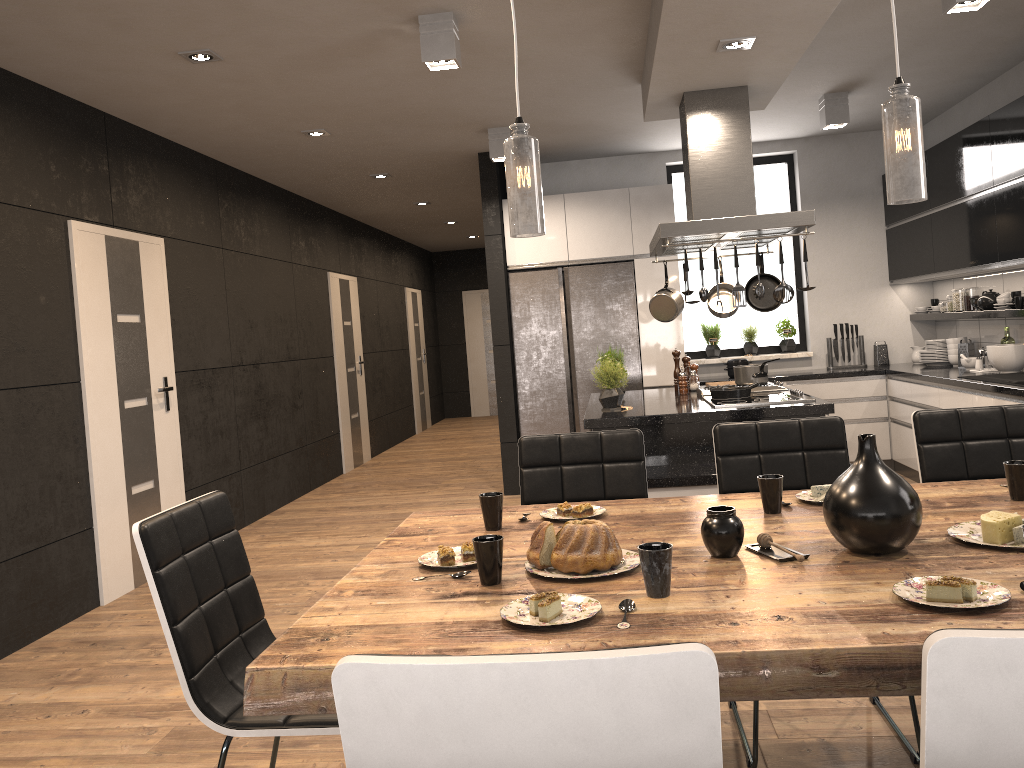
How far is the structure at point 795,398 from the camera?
4.6m

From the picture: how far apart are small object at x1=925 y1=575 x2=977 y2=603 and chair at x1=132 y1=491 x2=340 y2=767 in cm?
123

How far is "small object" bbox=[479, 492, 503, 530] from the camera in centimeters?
233cm

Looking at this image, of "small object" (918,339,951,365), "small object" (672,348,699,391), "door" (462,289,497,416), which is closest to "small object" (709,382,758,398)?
"small object" (672,348,699,391)

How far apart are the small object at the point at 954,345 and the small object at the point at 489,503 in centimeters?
531cm

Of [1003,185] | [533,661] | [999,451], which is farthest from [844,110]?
[533,661]

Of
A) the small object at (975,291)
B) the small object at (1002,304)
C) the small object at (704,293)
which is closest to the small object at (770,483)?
the small object at (704,293)

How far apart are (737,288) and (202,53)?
2.8m

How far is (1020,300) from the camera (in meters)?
5.42

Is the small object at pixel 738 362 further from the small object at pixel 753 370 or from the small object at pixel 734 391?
the small object at pixel 734 391
